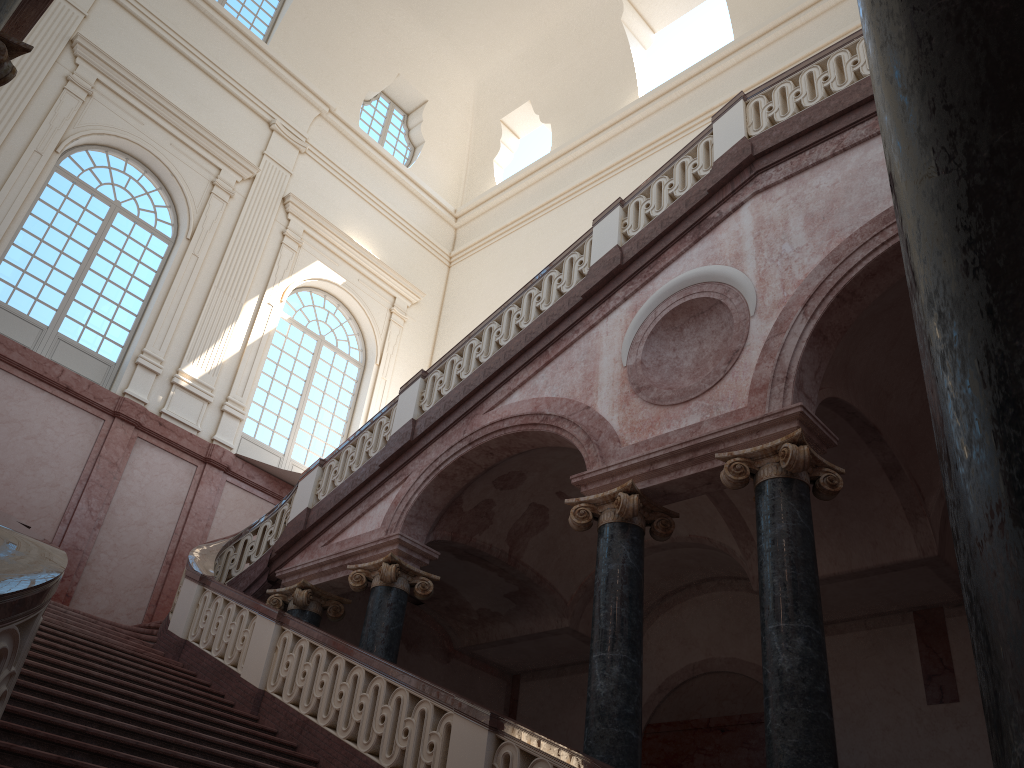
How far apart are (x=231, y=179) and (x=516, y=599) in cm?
961

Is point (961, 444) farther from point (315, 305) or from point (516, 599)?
point (315, 305)
